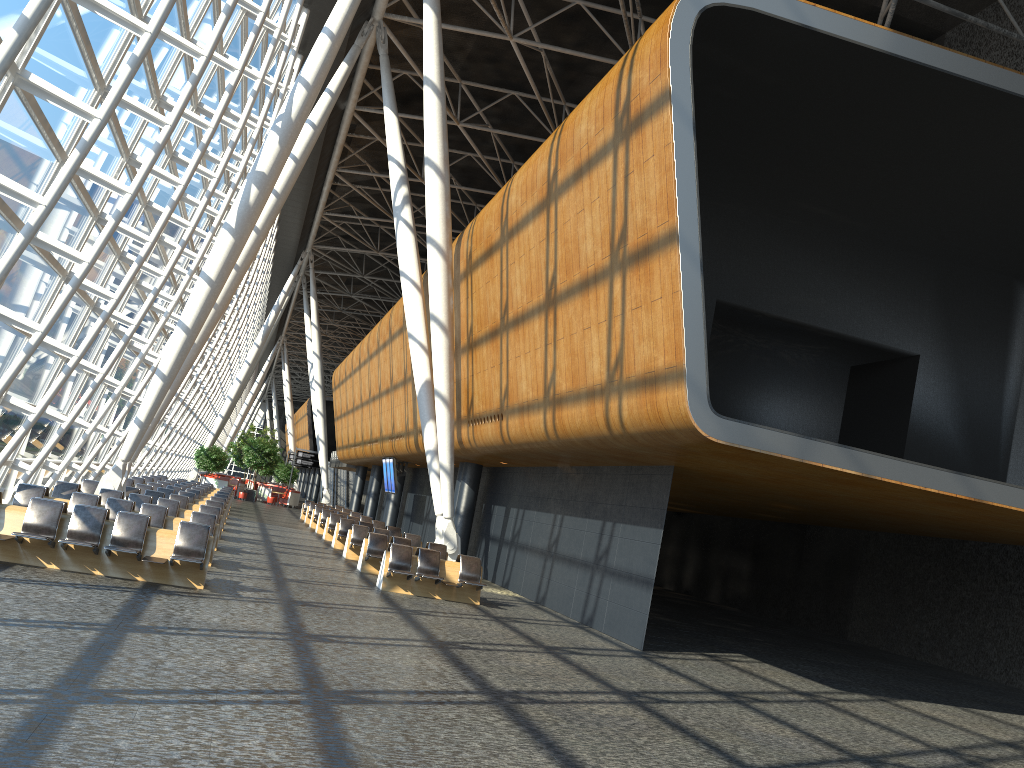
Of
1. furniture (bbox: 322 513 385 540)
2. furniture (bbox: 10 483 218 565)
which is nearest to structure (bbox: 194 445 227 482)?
furniture (bbox: 322 513 385 540)

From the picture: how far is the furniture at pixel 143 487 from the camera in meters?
23.1 m

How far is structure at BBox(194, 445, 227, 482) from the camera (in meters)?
48.14

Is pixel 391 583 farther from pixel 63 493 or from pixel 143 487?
pixel 143 487

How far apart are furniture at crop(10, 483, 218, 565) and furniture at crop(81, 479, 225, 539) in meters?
5.6

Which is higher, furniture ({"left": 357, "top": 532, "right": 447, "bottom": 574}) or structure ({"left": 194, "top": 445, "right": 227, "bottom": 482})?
structure ({"left": 194, "top": 445, "right": 227, "bottom": 482})

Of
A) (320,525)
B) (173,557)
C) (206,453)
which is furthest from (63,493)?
(206,453)

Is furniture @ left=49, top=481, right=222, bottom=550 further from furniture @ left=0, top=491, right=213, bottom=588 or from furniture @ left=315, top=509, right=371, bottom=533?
furniture @ left=315, top=509, right=371, bottom=533

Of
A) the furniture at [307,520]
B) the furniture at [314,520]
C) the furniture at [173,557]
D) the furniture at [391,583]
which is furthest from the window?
the furniture at [307,520]

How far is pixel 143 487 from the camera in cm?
2312
